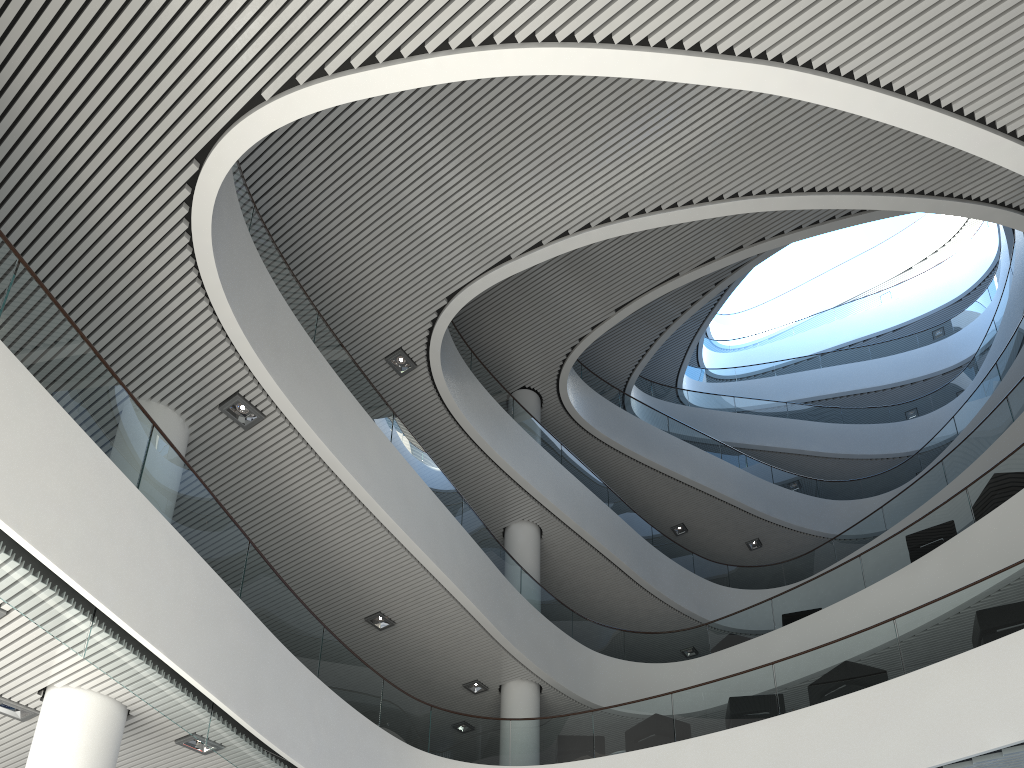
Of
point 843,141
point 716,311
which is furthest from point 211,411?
point 716,311
